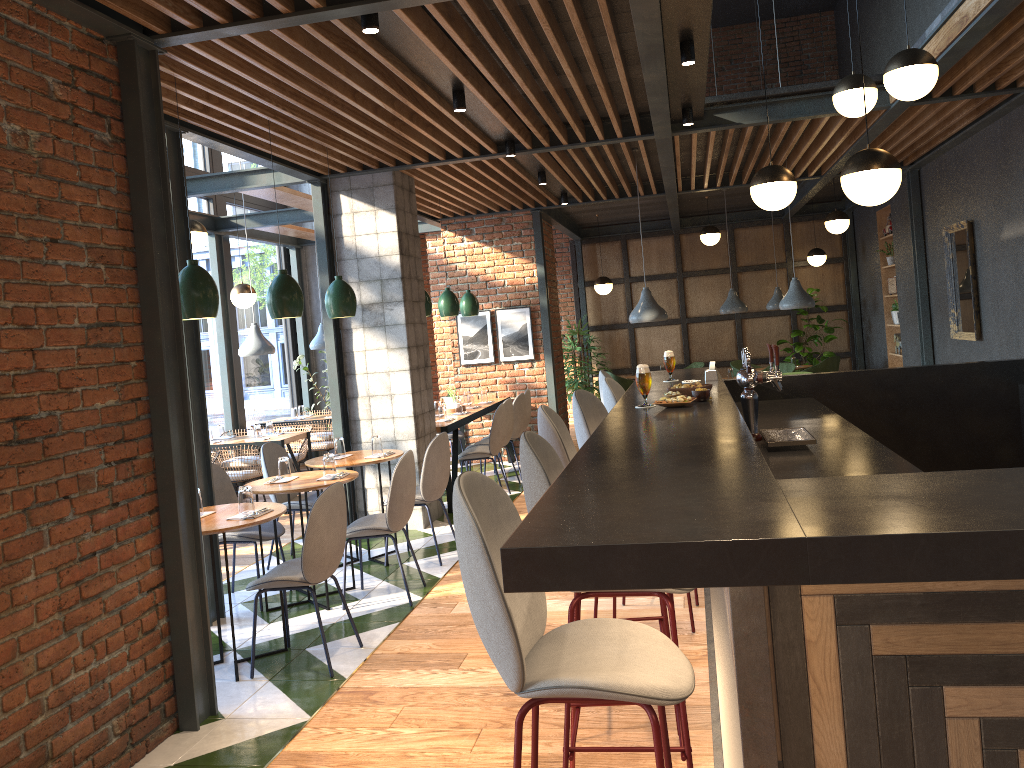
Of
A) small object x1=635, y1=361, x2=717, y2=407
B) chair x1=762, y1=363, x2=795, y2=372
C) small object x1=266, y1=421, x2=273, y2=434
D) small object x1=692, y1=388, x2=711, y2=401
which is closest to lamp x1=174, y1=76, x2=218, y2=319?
small object x1=692, y1=388, x2=711, y2=401

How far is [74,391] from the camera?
3.3m

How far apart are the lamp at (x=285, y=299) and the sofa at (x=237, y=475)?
3.16m

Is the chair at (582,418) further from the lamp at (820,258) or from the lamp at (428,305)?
the lamp at (820,258)

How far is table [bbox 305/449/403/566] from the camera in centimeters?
606cm

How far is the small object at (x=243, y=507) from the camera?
4.45m

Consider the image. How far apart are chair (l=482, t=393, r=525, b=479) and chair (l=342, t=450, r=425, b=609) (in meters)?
3.77

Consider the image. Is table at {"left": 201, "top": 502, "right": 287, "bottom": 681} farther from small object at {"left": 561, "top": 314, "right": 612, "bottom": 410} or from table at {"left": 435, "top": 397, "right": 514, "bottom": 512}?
small object at {"left": 561, "top": 314, "right": 612, "bottom": 410}

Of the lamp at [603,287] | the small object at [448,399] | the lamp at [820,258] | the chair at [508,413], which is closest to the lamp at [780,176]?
the chair at [508,413]

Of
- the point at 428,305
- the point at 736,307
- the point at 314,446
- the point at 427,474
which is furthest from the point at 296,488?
the point at 736,307
